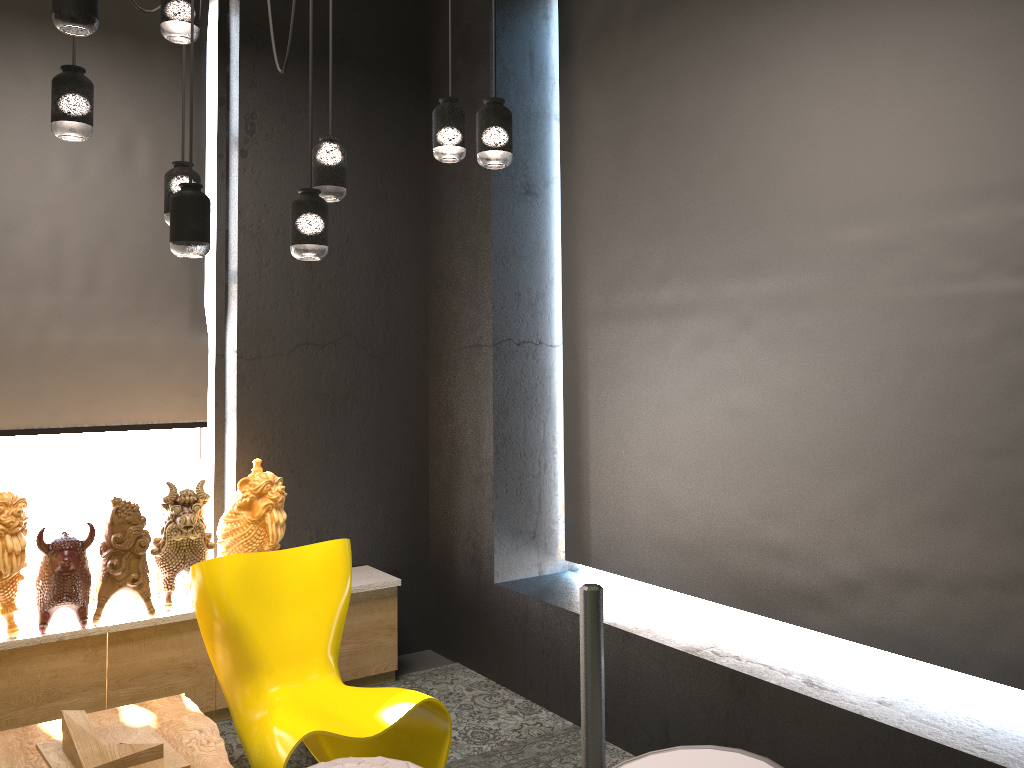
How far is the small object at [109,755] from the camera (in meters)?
2.91

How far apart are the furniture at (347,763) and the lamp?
1.6 meters

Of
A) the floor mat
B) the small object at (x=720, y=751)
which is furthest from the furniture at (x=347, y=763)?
the small object at (x=720, y=751)

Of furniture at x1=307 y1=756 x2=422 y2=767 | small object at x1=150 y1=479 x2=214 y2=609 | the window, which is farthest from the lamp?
the window

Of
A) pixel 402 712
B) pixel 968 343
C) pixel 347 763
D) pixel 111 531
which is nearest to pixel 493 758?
pixel 402 712

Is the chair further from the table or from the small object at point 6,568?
the small object at point 6,568

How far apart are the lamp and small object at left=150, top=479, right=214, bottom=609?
1.4 meters

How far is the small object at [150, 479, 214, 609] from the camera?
3.9 meters

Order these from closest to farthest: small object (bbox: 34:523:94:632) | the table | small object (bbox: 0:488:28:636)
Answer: the table → small object (bbox: 0:488:28:636) → small object (bbox: 34:523:94:632)

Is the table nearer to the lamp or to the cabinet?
the cabinet
